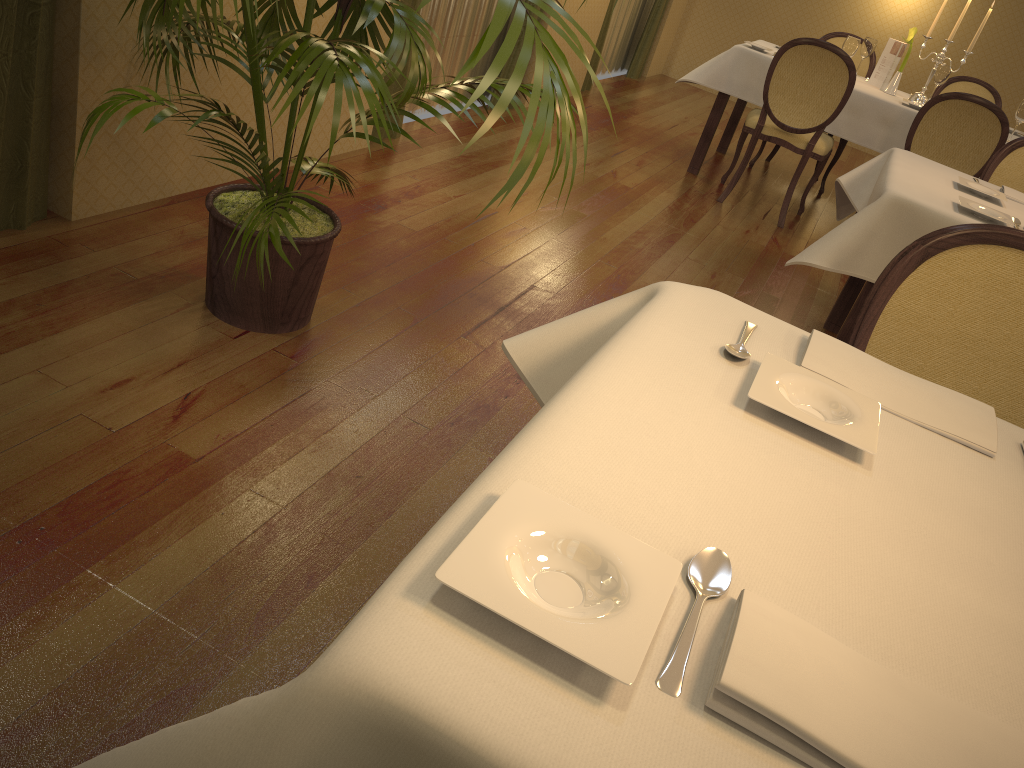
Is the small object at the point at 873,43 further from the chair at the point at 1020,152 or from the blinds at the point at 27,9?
the blinds at the point at 27,9

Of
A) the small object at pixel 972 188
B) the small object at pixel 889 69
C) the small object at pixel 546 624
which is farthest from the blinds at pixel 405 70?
the small object at pixel 546 624

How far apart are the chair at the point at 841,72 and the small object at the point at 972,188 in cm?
169

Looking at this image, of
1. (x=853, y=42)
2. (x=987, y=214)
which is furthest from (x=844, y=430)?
(x=853, y=42)

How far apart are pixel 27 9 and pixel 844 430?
2.2m

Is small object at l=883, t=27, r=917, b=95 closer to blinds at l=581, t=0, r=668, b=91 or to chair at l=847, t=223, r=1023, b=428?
blinds at l=581, t=0, r=668, b=91

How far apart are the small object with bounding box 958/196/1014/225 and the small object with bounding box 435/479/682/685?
2.3 meters

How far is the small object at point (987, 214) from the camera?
2.6m

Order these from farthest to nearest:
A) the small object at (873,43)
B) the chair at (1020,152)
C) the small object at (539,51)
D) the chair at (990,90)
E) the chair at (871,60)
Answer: the chair at (871,60) → the chair at (990,90) → the small object at (873,43) → the chair at (1020,152) → the small object at (539,51)

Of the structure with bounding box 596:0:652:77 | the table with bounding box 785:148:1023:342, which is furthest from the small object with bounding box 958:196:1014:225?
the structure with bounding box 596:0:652:77
